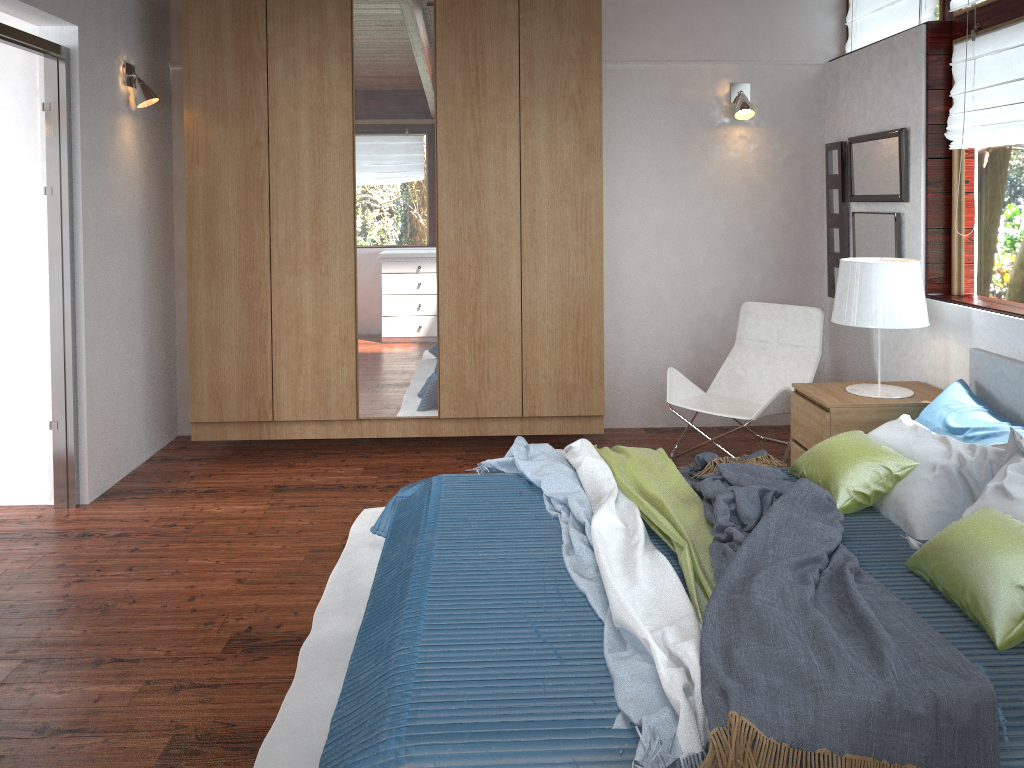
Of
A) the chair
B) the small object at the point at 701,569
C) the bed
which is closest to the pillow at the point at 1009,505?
the bed

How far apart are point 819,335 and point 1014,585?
2.6 meters

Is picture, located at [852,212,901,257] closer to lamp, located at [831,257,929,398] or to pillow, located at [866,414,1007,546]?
lamp, located at [831,257,929,398]

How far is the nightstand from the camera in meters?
3.7 m

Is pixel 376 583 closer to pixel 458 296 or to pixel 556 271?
pixel 458 296

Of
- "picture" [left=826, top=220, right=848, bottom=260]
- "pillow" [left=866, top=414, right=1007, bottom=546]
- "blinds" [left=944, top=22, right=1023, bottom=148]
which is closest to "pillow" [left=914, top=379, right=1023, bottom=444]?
"pillow" [left=866, top=414, right=1007, bottom=546]

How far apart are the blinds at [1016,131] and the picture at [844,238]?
0.96m

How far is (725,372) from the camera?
4.9m

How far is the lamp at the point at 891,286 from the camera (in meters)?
3.68

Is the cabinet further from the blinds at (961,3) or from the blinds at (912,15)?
the blinds at (961,3)
